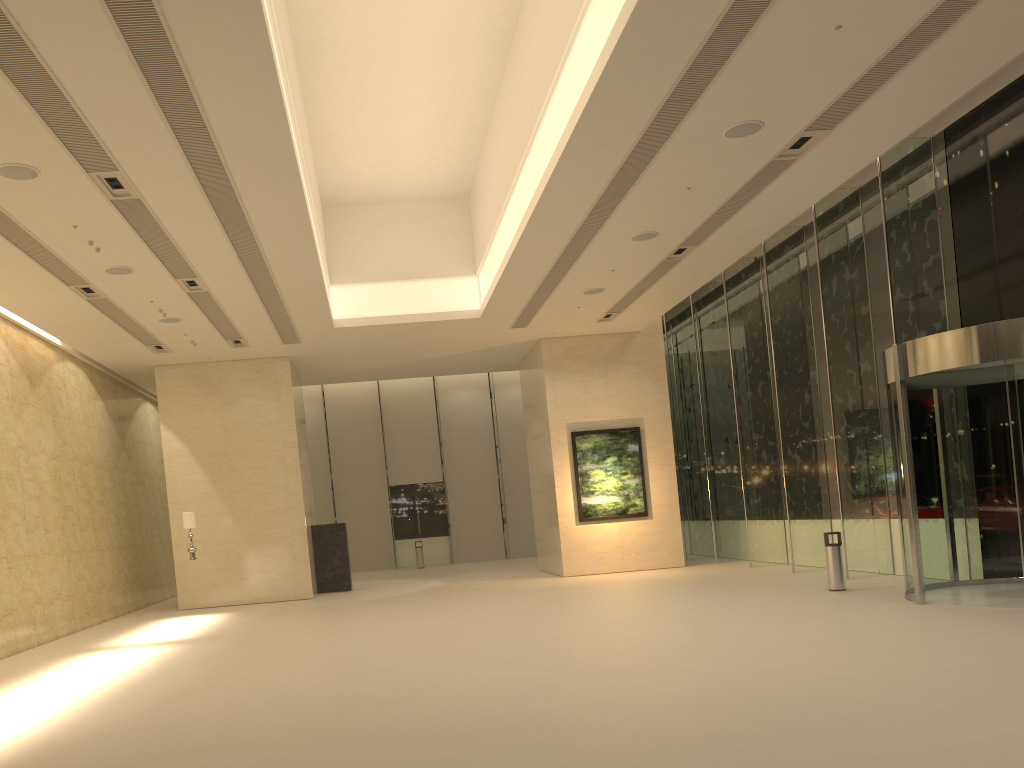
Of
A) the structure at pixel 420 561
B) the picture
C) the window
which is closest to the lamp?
the picture

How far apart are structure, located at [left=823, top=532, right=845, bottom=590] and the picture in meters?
7.5

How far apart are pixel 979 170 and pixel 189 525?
15.9 meters

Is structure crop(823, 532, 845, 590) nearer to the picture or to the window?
the window

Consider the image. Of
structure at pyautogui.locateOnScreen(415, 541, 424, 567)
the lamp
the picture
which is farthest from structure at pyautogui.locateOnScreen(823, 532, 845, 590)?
structure at pyautogui.locateOnScreen(415, 541, 424, 567)

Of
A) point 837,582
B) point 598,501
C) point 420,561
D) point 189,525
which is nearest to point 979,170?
point 837,582

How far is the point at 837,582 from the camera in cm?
1439

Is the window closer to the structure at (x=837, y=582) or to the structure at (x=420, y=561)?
the structure at (x=420, y=561)

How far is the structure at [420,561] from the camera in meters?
30.0

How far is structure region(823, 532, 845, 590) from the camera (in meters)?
14.39
